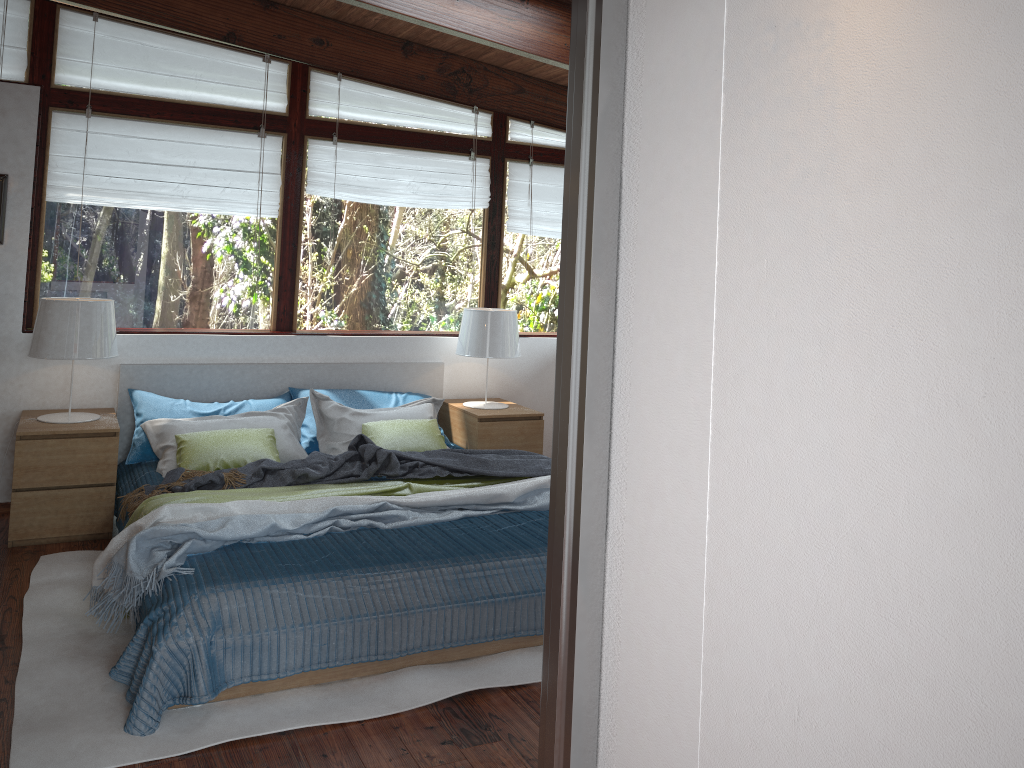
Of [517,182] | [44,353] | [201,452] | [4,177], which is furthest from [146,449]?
[517,182]

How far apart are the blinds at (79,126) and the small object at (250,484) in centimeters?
161cm

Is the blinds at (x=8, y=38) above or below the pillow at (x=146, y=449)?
above

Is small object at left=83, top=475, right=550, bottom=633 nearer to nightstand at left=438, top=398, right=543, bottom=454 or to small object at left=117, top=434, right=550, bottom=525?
small object at left=117, top=434, right=550, bottom=525

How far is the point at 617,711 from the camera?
1.37m

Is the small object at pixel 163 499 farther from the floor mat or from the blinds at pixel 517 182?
the blinds at pixel 517 182

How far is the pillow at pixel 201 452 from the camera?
4.19m

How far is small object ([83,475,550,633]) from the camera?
3.1m

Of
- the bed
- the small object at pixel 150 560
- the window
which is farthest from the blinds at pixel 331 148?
the small object at pixel 150 560

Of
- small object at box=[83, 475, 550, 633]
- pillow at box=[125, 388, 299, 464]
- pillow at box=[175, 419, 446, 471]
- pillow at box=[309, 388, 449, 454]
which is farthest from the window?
small object at box=[83, 475, 550, 633]
